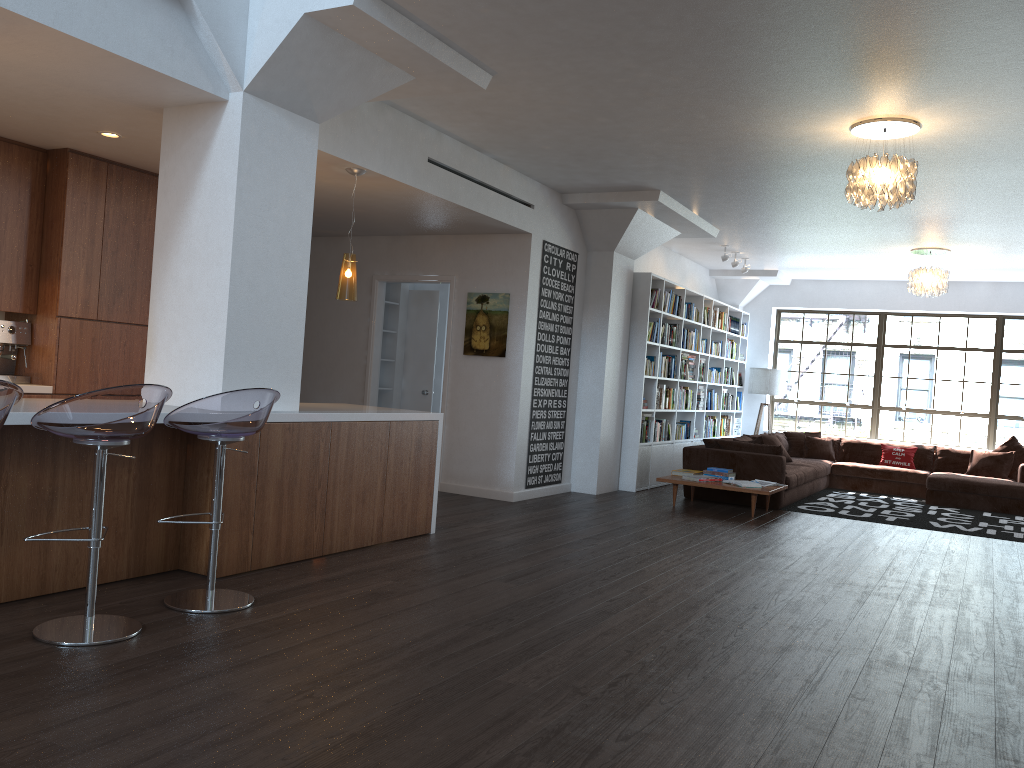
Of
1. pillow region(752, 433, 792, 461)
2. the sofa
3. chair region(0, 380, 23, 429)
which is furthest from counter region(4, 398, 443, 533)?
pillow region(752, 433, 792, 461)

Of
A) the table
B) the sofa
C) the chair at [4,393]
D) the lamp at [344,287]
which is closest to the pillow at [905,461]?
the sofa

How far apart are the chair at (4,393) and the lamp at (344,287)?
3.01m

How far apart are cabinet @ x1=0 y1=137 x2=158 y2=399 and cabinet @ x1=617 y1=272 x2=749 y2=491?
5.12m

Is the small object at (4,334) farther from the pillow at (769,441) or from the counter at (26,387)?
the pillow at (769,441)

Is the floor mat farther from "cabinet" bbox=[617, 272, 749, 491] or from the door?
the door

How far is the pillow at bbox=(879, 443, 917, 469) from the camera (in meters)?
11.79

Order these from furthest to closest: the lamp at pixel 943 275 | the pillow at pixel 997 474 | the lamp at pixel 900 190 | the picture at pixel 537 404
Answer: the pillow at pixel 997 474 < the lamp at pixel 943 275 < the picture at pixel 537 404 < the lamp at pixel 900 190

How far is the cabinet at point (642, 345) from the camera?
9.73m

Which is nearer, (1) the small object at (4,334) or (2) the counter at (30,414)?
(2) the counter at (30,414)
